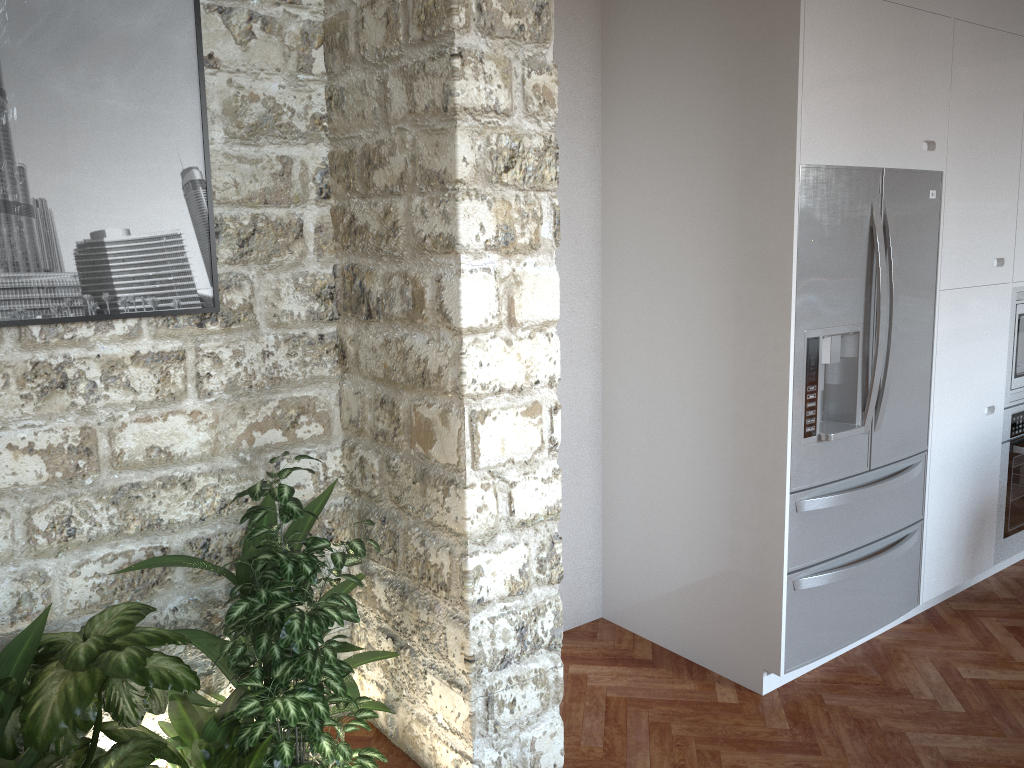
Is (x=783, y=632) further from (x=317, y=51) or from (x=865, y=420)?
(x=317, y=51)

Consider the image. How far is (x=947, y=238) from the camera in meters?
3.4

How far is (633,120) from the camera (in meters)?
3.33

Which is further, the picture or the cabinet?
the cabinet

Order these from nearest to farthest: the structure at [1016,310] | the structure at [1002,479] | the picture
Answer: the picture
the structure at [1016,310]
the structure at [1002,479]

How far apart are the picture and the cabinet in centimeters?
268cm

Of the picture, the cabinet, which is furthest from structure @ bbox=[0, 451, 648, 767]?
the cabinet

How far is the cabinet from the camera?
3.4 meters

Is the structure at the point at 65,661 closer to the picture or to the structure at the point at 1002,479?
the picture

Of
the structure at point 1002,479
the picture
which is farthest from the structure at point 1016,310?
the picture
